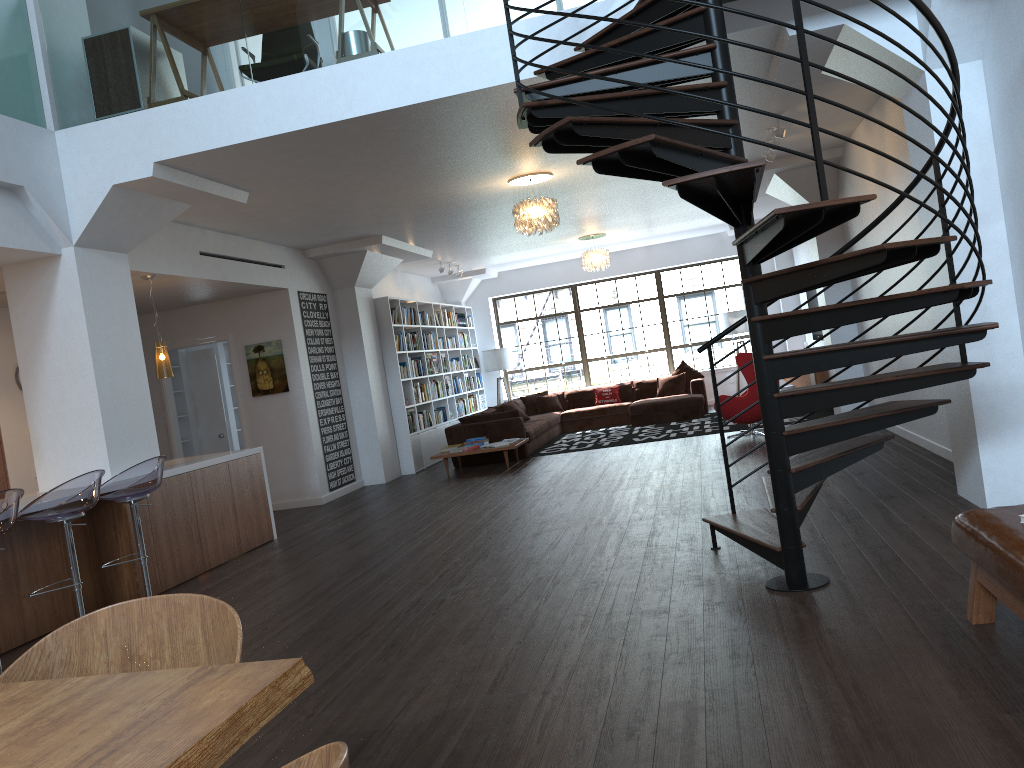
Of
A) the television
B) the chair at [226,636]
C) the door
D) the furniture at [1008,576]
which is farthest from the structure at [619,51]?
the television

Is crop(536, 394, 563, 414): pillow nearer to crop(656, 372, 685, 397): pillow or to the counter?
crop(656, 372, 685, 397): pillow

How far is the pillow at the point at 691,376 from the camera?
14.78m

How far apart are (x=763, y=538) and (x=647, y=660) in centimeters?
126cm

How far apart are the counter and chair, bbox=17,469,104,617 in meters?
0.4 m

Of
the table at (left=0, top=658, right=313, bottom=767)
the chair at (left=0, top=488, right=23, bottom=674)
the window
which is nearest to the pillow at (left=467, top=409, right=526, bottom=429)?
the window

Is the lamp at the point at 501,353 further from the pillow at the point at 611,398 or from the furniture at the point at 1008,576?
the furniture at the point at 1008,576

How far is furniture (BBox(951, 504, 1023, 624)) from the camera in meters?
2.8 m

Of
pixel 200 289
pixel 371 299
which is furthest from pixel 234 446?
pixel 200 289

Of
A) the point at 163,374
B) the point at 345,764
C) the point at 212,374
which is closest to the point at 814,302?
the point at 212,374
